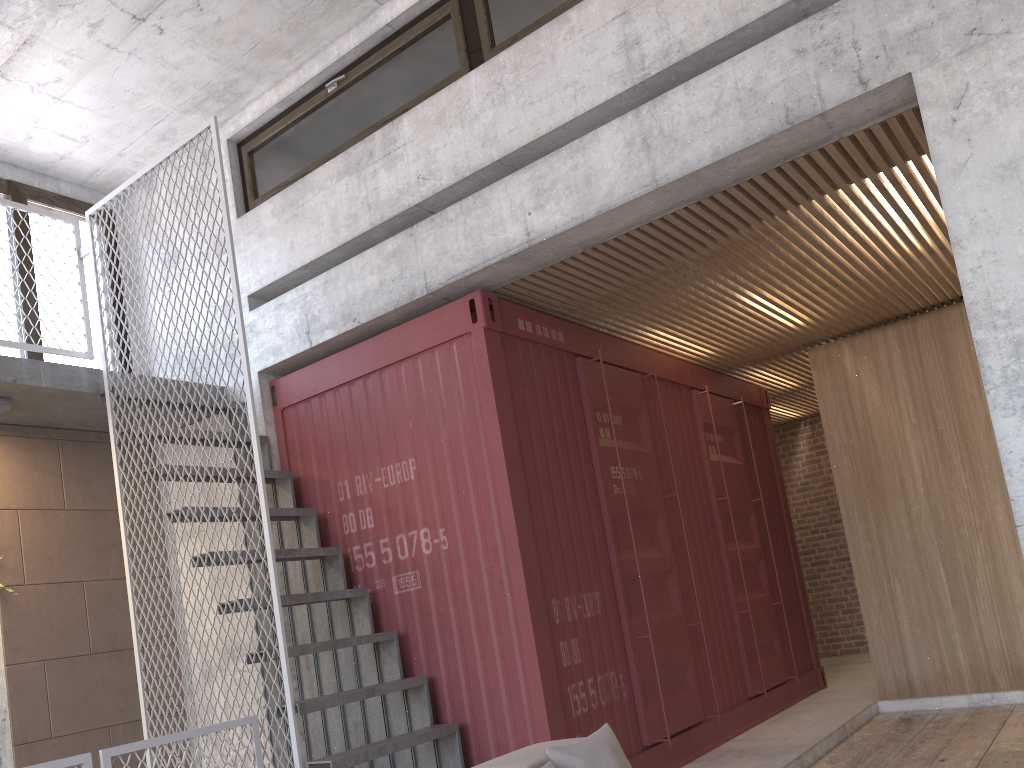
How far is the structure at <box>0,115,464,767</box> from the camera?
4.60m

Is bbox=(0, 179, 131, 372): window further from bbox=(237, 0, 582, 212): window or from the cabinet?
the cabinet

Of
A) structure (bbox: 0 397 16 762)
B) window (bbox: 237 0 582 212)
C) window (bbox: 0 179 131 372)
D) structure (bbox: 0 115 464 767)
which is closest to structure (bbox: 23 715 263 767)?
structure (bbox: 0 115 464 767)

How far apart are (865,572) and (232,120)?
6.2m

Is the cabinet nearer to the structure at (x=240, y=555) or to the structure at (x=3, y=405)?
the structure at (x=240, y=555)

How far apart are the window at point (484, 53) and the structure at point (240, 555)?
1.11m

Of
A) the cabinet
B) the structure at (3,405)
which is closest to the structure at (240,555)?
the structure at (3,405)

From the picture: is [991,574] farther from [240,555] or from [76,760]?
[76,760]

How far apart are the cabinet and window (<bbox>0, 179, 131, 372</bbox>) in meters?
6.0

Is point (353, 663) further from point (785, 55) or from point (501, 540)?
point (785, 55)
